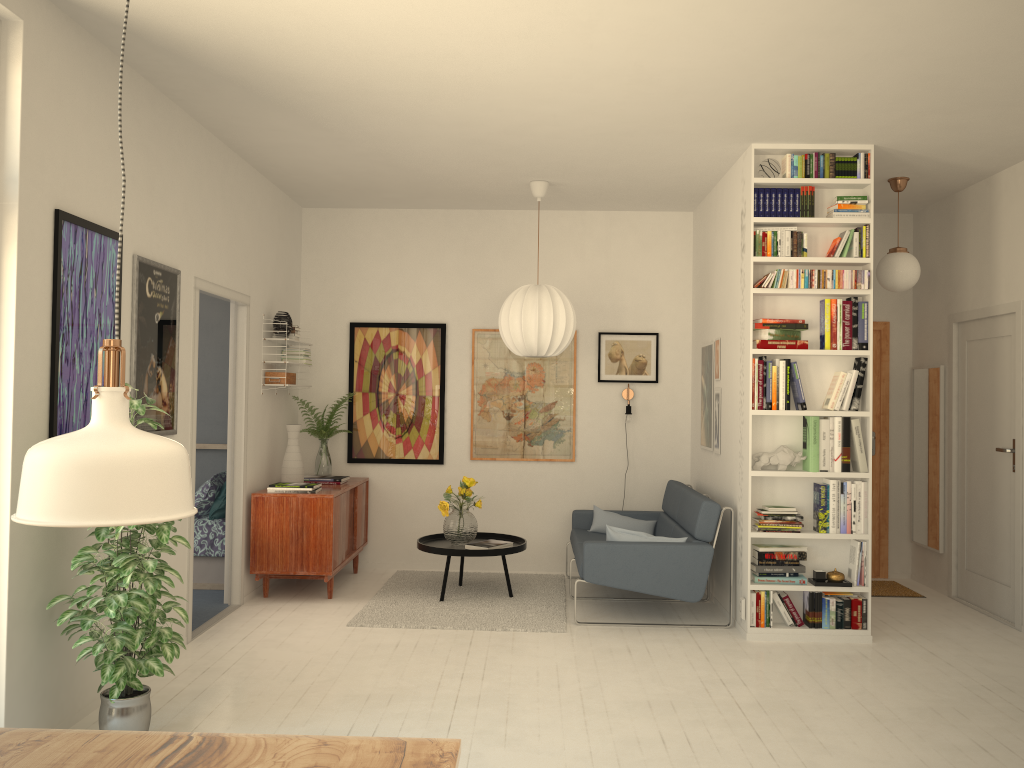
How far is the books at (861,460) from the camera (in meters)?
5.16

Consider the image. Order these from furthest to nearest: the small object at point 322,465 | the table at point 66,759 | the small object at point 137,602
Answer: the small object at point 322,465, the small object at point 137,602, the table at point 66,759

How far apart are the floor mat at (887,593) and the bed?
4.69m

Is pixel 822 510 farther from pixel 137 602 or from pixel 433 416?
pixel 137 602

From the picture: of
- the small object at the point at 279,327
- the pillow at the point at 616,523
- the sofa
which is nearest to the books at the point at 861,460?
the sofa

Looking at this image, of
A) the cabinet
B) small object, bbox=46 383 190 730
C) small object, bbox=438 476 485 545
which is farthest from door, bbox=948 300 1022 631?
small object, bbox=46 383 190 730

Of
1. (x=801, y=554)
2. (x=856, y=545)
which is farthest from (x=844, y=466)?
(x=801, y=554)

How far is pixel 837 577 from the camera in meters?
5.2

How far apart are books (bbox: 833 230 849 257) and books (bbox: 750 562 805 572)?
2.0m

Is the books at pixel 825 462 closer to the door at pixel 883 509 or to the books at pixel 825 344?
the books at pixel 825 344
